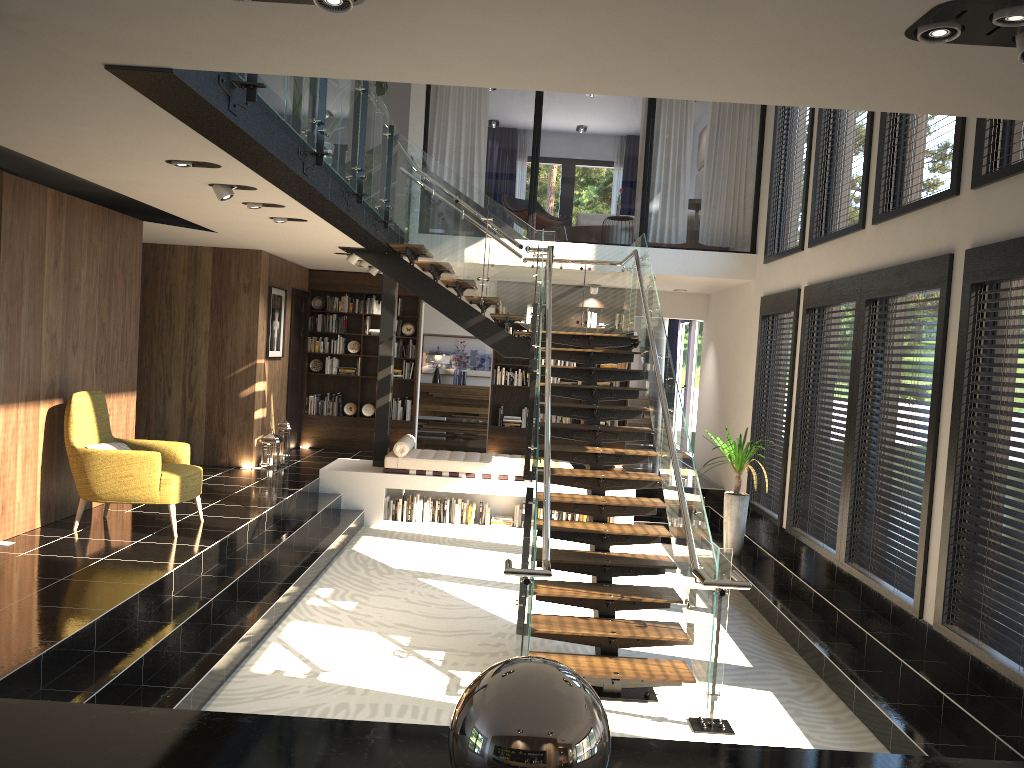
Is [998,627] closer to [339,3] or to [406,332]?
[339,3]

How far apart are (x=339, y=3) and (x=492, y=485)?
8.2m

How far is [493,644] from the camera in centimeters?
658cm

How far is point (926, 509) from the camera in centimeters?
599cm

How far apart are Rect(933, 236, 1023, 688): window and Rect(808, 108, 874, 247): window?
1.89m

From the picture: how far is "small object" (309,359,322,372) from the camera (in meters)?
13.50

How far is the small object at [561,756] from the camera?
1.1 meters

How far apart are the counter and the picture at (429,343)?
15.8m

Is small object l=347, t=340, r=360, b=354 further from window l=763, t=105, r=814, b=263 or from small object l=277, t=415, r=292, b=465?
window l=763, t=105, r=814, b=263

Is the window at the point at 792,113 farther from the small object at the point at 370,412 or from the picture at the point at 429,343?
the picture at the point at 429,343
